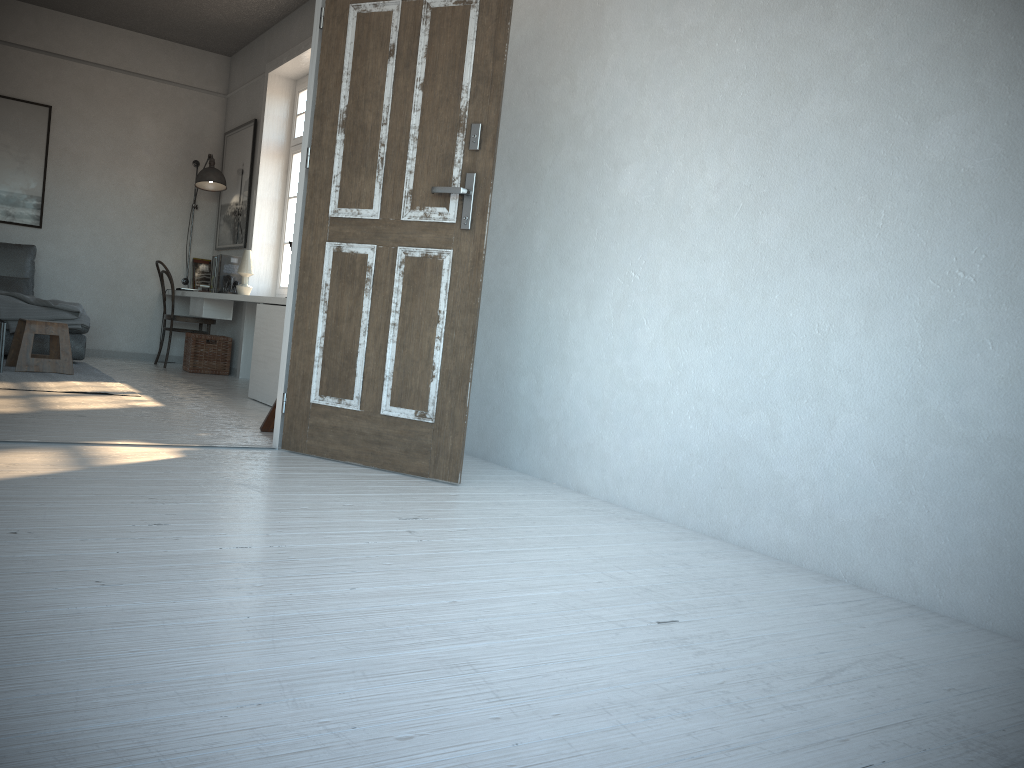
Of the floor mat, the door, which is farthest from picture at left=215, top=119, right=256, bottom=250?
the door

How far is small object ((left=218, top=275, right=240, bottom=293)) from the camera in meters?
7.0 m

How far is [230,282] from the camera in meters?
7.0 m

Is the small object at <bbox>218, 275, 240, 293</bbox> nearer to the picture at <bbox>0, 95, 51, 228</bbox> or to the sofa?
the sofa

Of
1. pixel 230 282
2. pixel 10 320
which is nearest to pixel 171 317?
pixel 230 282

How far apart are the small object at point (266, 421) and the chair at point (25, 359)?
2.5 meters

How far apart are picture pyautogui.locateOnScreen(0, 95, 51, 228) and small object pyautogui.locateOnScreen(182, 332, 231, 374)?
1.63m

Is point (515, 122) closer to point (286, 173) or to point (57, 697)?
point (57, 697)

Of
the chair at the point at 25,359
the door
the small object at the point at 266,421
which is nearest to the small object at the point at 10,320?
the chair at the point at 25,359

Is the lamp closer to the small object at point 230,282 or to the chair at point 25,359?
the small object at point 230,282
